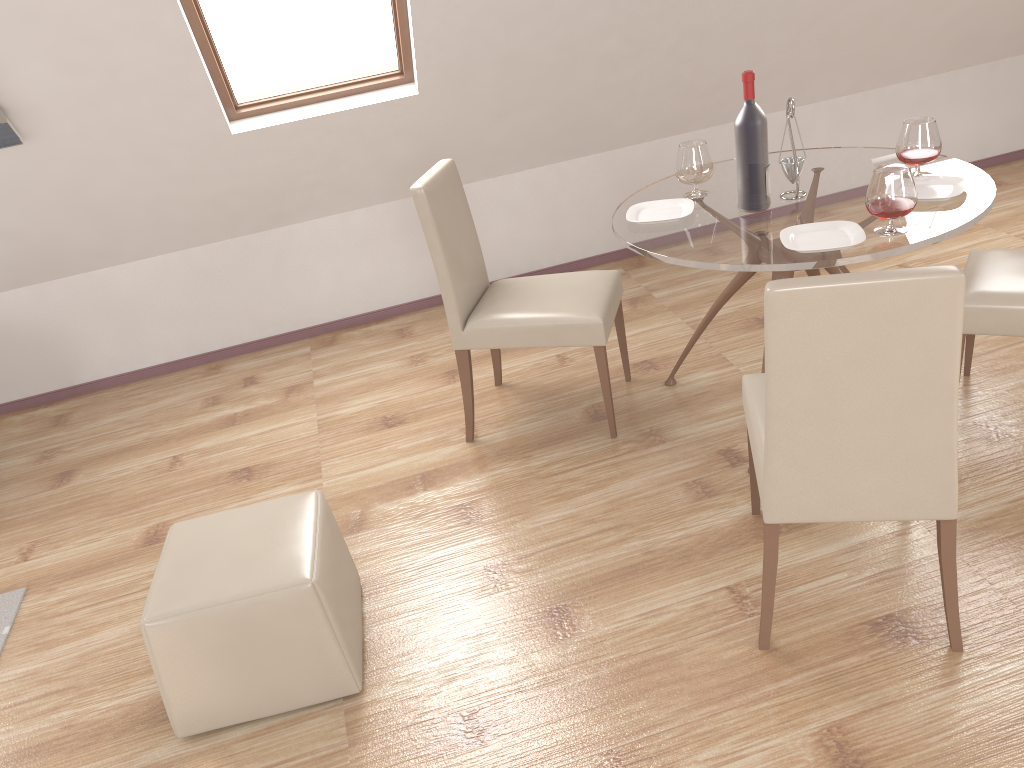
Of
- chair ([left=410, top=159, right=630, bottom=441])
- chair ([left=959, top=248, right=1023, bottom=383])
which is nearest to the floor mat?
chair ([left=410, top=159, right=630, bottom=441])

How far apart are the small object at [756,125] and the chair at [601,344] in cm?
57

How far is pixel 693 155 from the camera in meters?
3.0

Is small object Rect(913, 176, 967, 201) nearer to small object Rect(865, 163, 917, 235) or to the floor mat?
small object Rect(865, 163, 917, 235)

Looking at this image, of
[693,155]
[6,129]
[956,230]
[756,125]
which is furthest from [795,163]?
[6,129]

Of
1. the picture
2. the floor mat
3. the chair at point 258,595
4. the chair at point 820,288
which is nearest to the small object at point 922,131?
the chair at point 820,288

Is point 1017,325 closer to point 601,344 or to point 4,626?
point 601,344

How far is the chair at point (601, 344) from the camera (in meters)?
3.09

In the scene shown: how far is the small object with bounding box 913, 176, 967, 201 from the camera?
2.70m

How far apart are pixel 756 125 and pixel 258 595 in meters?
2.0 m
